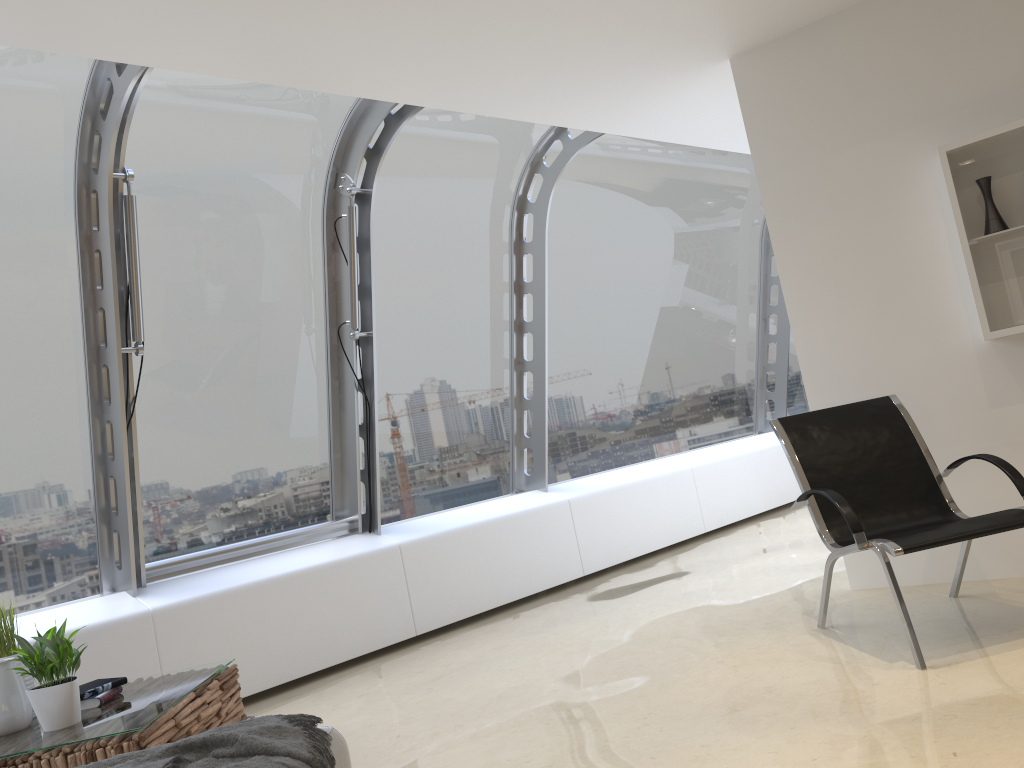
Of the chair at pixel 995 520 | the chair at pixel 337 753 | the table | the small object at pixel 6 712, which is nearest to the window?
the table

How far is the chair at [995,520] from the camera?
3.30m

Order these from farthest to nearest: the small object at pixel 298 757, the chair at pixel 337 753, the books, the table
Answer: the books, the table, the chair at pixel 337 753, the small object at pixel 298 757

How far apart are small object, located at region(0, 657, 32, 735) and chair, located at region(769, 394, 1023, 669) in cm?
309

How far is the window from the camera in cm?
450

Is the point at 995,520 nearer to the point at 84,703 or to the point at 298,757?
the point at 298,757

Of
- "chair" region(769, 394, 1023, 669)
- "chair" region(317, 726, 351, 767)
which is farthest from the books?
"chair" region(769, 394, 1023, 669)

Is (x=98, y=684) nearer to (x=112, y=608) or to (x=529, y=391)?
(x=112, y=608)

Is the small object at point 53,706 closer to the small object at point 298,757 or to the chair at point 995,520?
the small object at point 298,757

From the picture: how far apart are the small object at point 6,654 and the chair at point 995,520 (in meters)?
3.15
